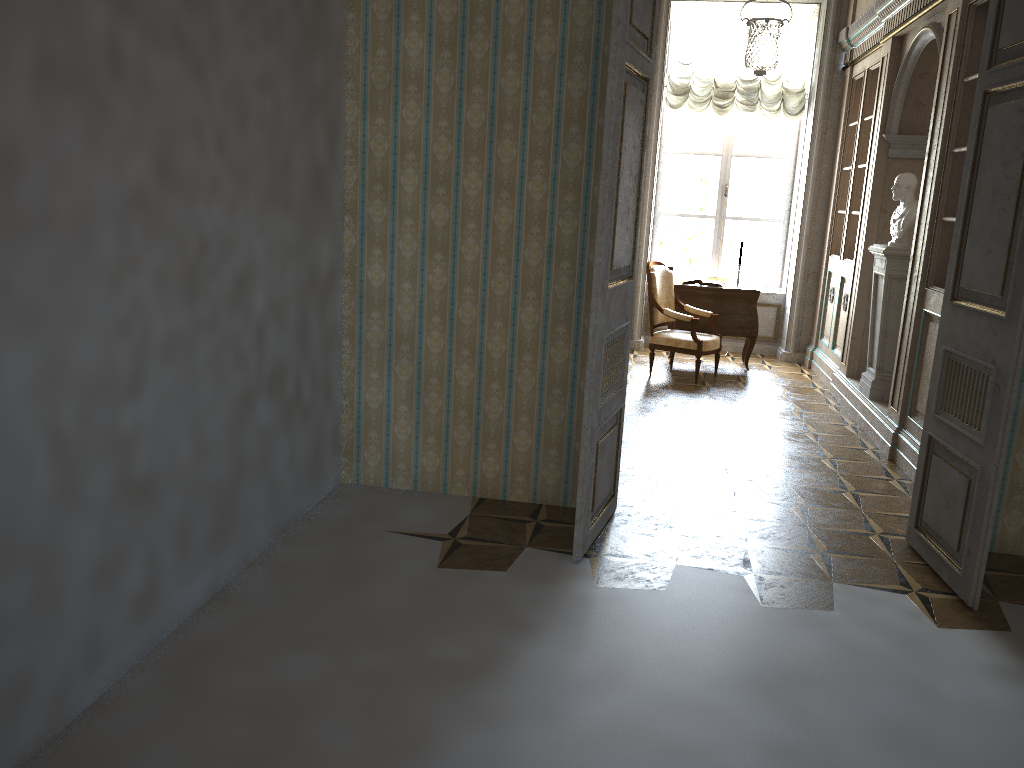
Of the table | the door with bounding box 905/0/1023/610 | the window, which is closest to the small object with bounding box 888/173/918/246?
the table

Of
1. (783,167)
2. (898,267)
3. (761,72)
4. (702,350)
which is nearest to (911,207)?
(898,267)

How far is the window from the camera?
9.43m

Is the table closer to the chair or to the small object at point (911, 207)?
the chair

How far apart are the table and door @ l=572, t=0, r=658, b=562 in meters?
4.4 m

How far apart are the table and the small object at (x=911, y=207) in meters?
2.0 m

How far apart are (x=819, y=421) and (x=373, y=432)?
3.7m

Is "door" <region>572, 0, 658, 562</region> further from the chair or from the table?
the table

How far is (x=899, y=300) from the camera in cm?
636

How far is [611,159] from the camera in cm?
350
